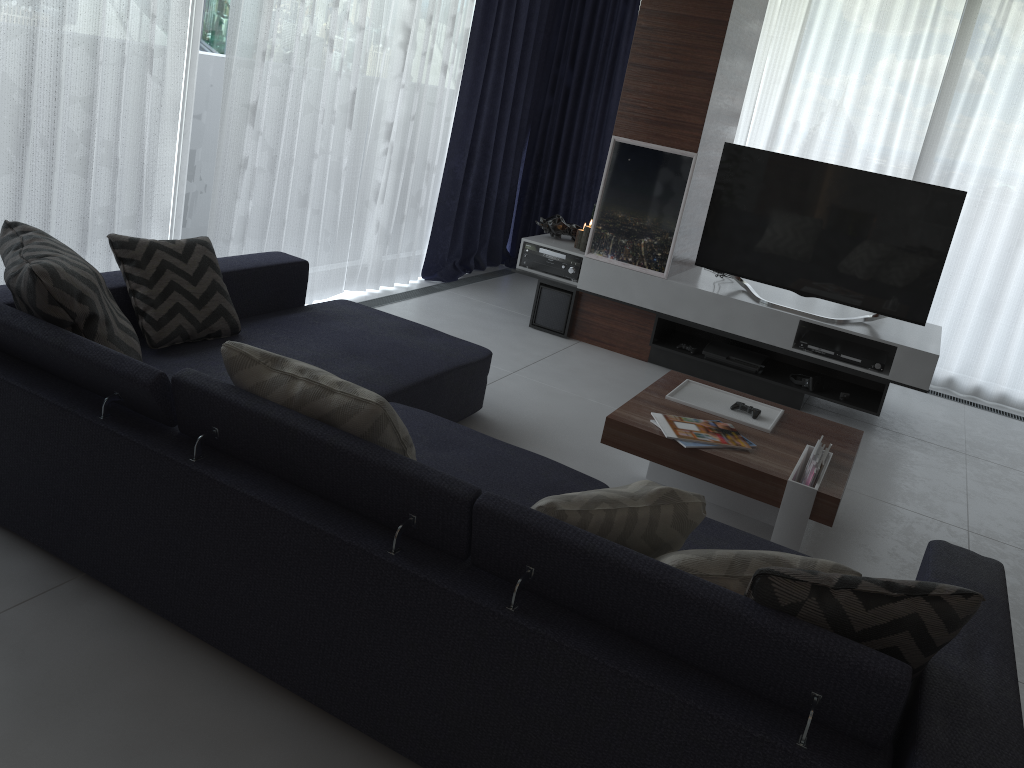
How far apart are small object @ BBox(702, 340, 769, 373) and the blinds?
1.6m

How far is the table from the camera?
2.88m

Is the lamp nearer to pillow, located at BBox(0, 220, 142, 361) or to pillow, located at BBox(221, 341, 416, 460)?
pillow, located at BBox(0, 220, 142, 361)

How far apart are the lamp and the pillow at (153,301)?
2.5 meters

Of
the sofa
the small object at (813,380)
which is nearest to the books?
the sofa

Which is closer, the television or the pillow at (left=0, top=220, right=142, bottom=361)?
the pillow at (left=0, top=220, right=142, bottom=361)

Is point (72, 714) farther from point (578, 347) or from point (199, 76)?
point (578, 347)

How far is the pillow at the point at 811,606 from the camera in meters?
1.6 m

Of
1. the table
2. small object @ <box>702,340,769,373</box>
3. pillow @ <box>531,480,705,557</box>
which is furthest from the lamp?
pillow @ <box>531,480,705,557</box>

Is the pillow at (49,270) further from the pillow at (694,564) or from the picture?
the picture
